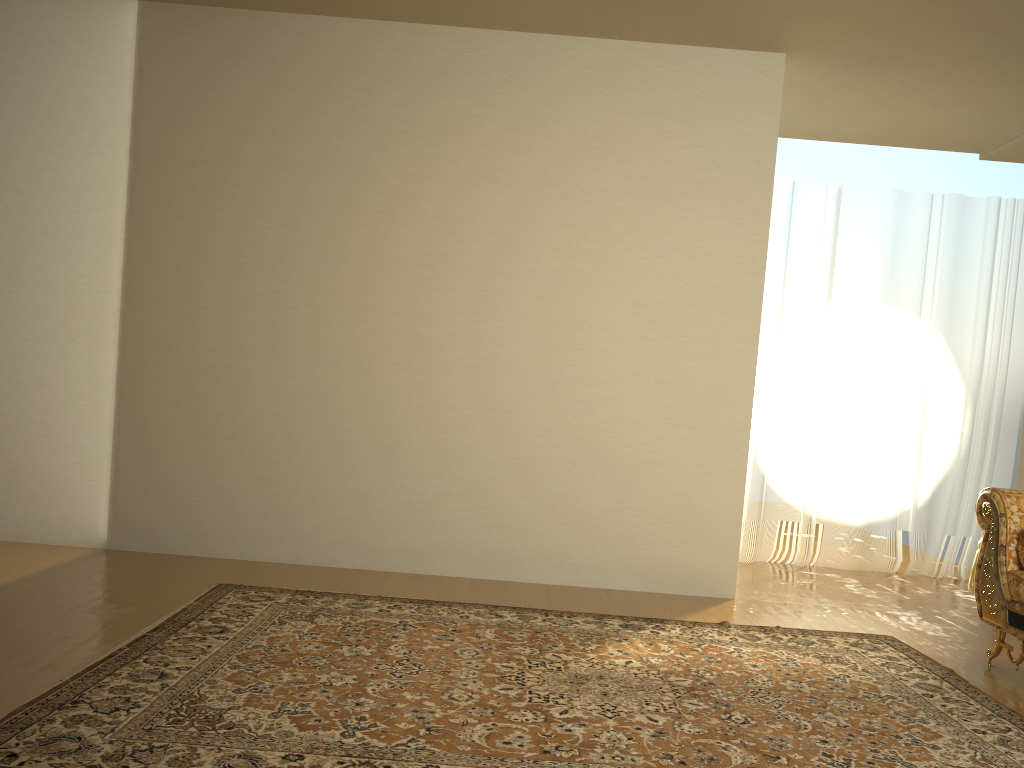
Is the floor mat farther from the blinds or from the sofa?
the blinds

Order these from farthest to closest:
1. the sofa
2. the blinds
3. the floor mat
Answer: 1. the blinds
2. the sofa
3. the floor mat

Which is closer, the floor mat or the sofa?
the floor mat

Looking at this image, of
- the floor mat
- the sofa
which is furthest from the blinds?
the sofa

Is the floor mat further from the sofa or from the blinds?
the blinds

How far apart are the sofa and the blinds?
2.0 meters

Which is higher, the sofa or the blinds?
the blinds

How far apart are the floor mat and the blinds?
1.9 meters

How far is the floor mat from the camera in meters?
2.2 m

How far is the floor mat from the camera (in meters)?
2.24
